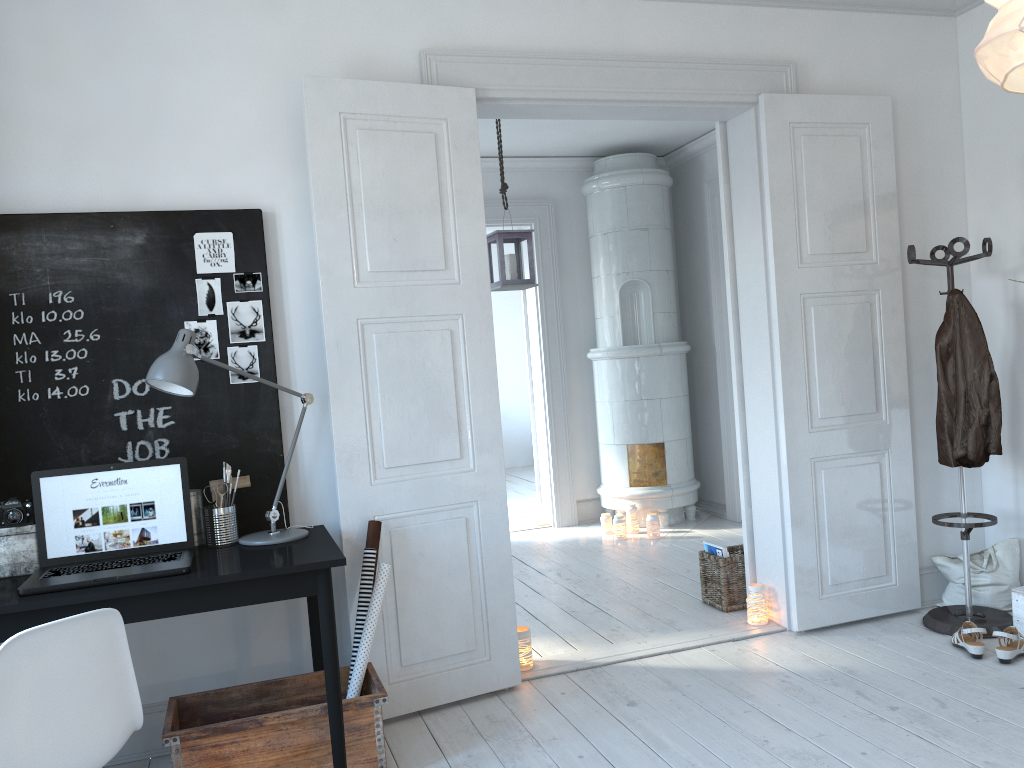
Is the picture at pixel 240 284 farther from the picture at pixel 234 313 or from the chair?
the chair

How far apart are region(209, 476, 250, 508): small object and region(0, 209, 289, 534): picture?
0.1m

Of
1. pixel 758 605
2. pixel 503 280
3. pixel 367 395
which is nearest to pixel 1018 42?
A: pixel 367 395

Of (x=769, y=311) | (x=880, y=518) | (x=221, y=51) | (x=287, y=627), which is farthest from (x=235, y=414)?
(x=880, y=518)

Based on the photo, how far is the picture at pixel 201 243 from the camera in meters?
3.1

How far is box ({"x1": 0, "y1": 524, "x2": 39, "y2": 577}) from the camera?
2.7 meters

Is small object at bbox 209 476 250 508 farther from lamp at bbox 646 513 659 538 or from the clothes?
lamp at bbox 646 513 659 538

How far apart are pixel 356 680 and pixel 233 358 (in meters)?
1.20

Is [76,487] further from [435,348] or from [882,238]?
[882,238]

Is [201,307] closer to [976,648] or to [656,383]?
[976,648]
